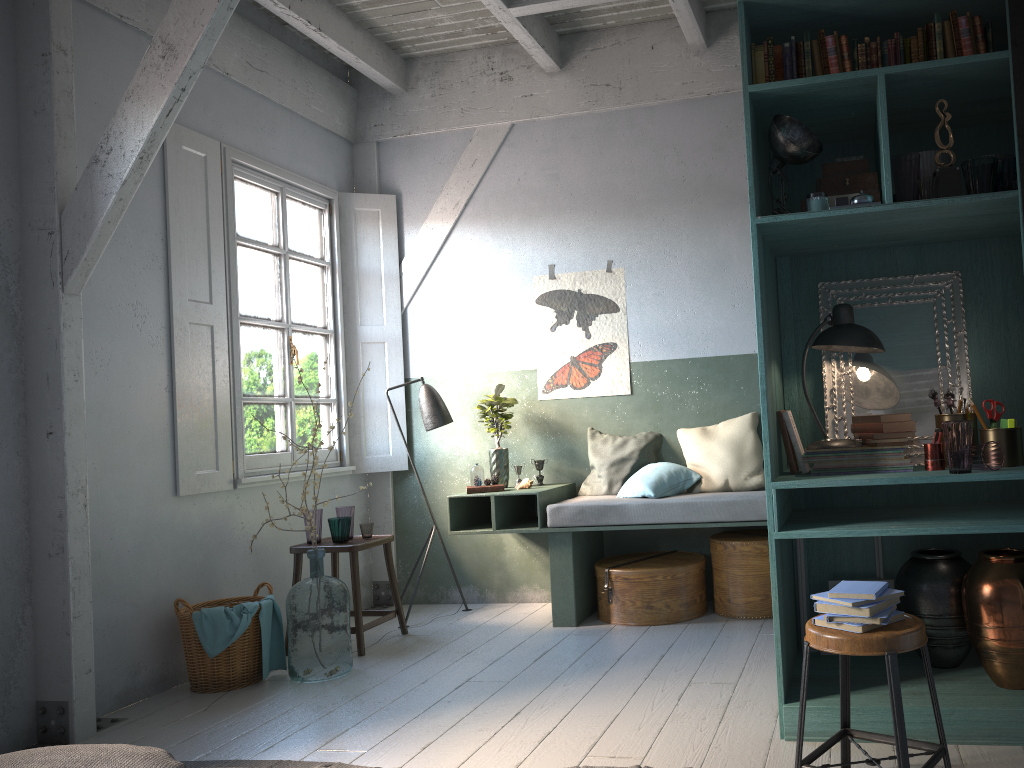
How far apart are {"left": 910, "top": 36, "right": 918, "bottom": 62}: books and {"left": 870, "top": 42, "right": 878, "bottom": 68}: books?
0.15m

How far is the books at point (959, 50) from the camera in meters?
3.6

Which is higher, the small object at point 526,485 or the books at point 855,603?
the small object at point 526,485

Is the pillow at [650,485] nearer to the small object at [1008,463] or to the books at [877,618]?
the small object at [1008,463]

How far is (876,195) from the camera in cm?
371

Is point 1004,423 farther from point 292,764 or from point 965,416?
point 292,764

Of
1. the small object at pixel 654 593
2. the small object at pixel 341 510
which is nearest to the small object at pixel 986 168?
the small object at pixel 654 593

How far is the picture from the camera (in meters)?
6.70

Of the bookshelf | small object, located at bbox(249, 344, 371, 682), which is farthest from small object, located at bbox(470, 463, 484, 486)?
the bookshelf

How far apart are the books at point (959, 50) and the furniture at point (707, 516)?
2.8m
